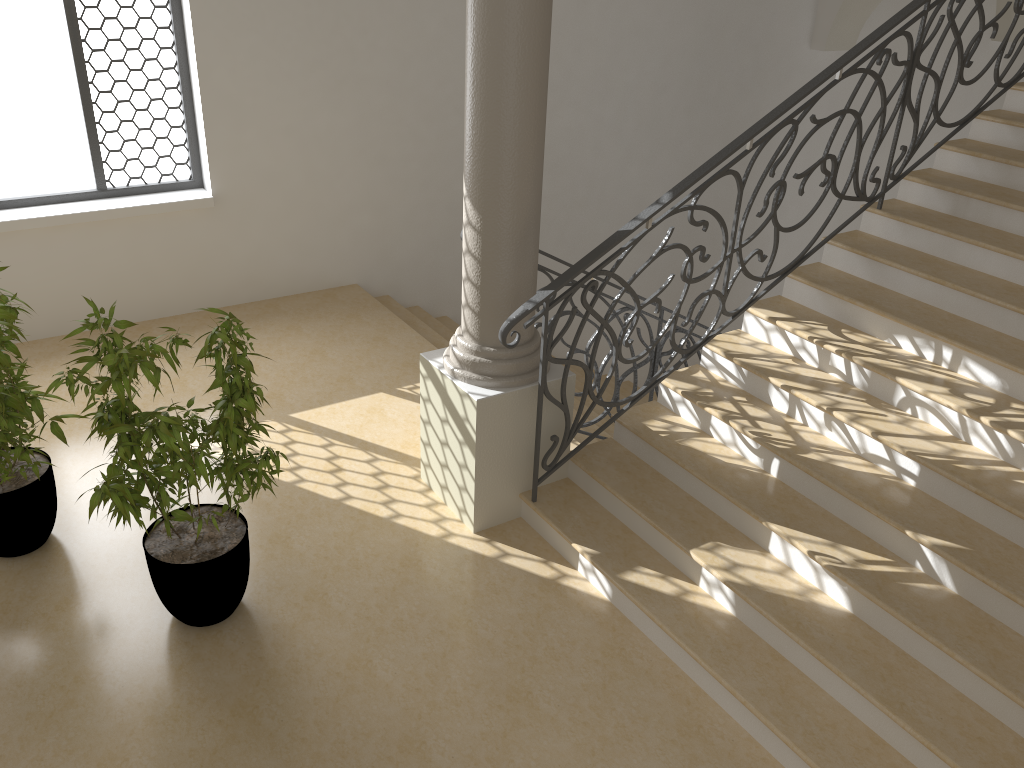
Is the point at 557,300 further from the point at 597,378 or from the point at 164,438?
the point at 164,438

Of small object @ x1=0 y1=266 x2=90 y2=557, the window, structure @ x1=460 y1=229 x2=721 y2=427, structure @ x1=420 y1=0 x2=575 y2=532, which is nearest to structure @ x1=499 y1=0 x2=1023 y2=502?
structure @ x1=420 y1=0 x2=575 y2=532

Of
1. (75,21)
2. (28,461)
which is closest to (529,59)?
(28,461)

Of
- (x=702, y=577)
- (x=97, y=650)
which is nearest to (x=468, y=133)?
(x=702, y=577)

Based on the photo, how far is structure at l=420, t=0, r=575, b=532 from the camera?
3.8 meters

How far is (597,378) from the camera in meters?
5.7

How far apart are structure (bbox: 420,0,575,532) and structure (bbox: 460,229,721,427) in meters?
0.6

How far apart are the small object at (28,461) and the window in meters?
2.2 m

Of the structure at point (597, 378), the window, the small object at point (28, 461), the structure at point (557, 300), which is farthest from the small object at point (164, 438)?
the window

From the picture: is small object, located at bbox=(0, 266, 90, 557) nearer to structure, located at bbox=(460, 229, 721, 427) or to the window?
the window
